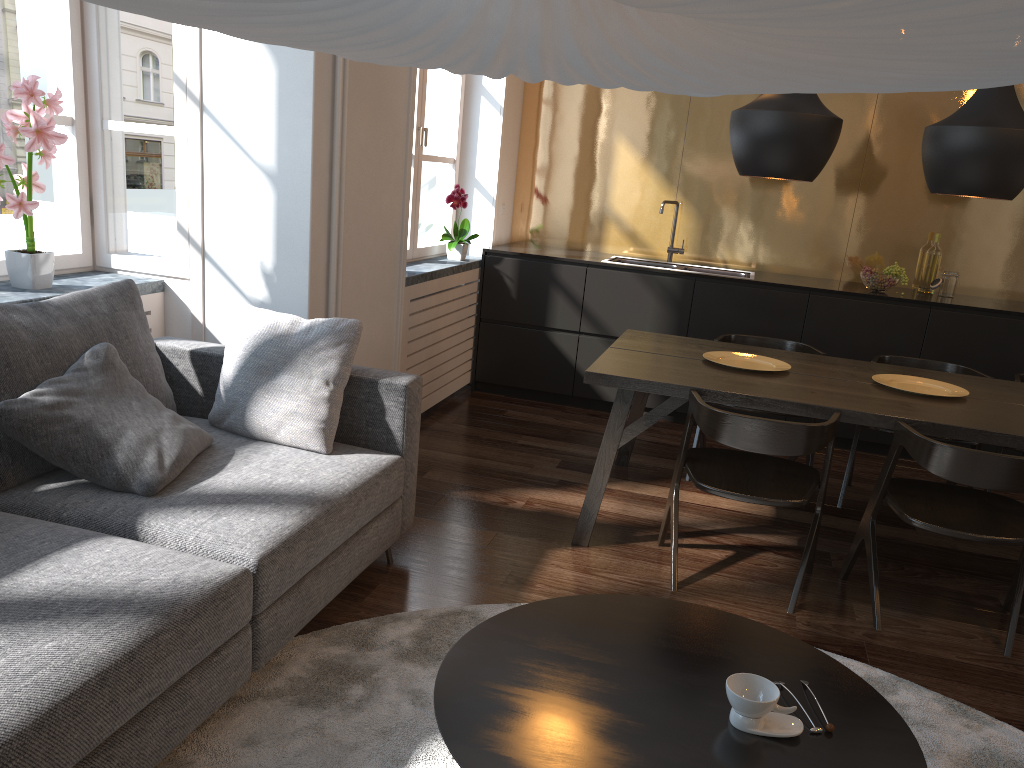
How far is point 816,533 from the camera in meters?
3.1 m

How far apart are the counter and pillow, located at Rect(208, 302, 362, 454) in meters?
2.7

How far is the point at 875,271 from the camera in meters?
5.0 m

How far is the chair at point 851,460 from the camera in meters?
4.1

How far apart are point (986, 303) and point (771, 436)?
2.9 meters

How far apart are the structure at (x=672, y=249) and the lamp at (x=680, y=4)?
4.7 meters

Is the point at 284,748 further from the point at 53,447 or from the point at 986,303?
the point at 986,303

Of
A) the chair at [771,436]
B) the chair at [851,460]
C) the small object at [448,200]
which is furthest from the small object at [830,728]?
the small object at [448,200]

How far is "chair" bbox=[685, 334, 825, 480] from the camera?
4.3 meters

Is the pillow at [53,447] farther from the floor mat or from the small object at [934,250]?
the small object at [934,250]
